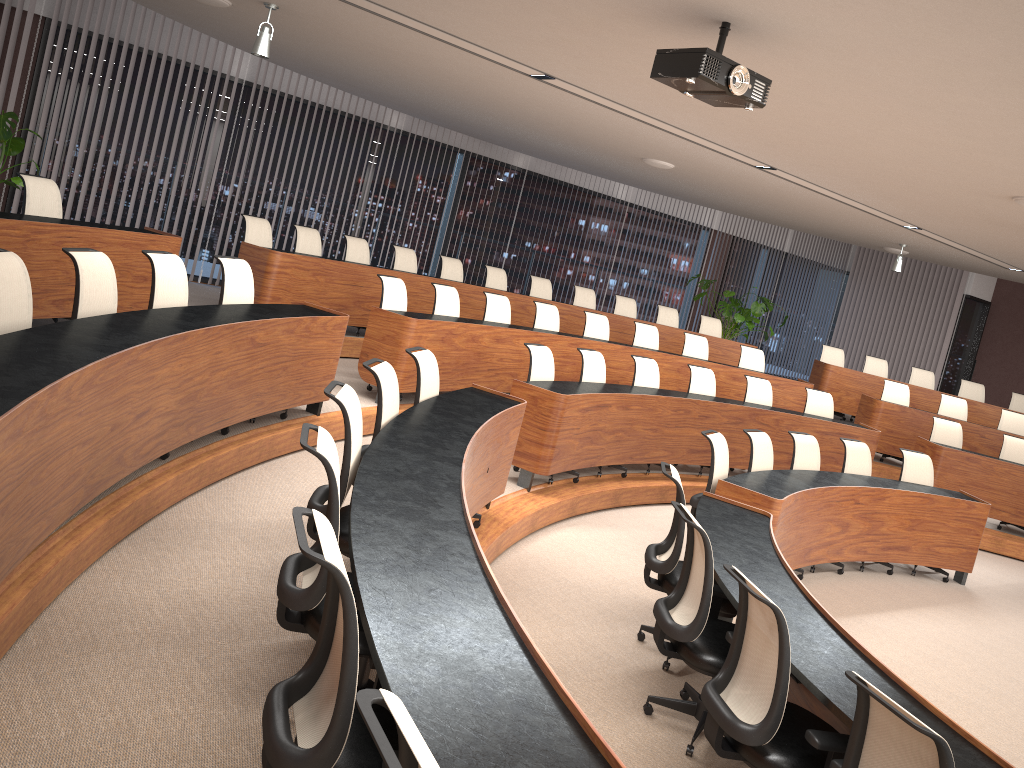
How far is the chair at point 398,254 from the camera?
9.5m

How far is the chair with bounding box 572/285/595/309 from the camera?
11.2 meters

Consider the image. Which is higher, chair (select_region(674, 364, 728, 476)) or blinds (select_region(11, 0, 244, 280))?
blinds (select_region(11, 0, 244, 280))

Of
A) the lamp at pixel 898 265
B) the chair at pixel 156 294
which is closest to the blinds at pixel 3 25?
the chair at pixel 156 294

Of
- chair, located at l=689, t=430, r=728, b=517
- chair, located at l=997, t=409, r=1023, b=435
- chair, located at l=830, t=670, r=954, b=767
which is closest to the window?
chair, located at l=997, t=409, r=1023, b=435

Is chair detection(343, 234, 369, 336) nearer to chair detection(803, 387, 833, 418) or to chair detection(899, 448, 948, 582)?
chair detection(803, 387, 833, 418)

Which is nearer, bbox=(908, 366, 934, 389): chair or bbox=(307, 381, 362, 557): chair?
bbox=(307, 381, 362, 557): chair

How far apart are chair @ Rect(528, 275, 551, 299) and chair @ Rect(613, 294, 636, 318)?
1.08m

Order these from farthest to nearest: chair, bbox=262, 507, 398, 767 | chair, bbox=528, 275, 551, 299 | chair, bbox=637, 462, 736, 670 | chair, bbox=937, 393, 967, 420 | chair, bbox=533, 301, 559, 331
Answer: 1. chair, bbox=937, 393, 967, 420
2. chair, bbox=528, 275, 551, 299
3. chair, bbox=533, 301, 559, 331
4. chair, bbox=637, 462, 736, 670
5. chair, bbox=262, 507, 398, 767

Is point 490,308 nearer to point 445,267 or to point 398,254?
point 398,254
